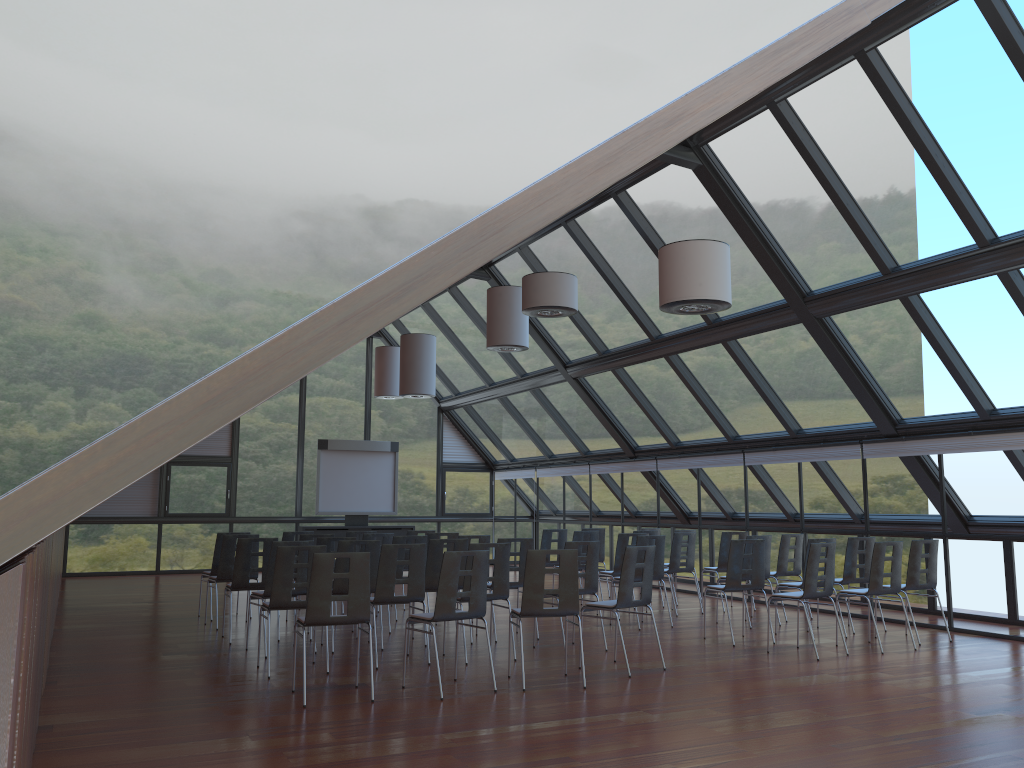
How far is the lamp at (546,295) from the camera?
10.4 meters

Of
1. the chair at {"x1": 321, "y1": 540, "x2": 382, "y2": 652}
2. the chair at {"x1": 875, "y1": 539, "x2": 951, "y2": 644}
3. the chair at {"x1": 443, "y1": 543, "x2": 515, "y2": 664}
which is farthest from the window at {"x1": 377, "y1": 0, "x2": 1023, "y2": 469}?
the chair at {"x1": 321, "y1": 540, "x2": 382, "y2": 652}

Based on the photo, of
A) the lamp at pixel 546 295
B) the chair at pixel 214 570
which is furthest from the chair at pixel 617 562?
the chair at pixel 214 570

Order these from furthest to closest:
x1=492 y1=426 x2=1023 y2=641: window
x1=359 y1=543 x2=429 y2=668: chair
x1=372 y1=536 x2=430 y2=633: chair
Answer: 1. x1=372 y1=536 x2=430 y2=633: chair
2. x1=492 y1=426 x2=1023 y2=641: window
3. x1=359 y1=543 x2=429 y2=668: chair

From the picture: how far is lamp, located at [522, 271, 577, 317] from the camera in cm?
1036

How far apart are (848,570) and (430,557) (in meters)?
5.35

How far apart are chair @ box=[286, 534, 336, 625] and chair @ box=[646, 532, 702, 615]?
5.2 meters

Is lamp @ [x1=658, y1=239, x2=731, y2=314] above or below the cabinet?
above

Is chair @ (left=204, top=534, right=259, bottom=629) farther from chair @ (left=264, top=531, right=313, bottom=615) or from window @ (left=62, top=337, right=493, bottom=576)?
window @ (left=62, top=337, right=493, bottom=576)

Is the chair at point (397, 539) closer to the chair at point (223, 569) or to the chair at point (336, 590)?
the chair at point (336, 590)
